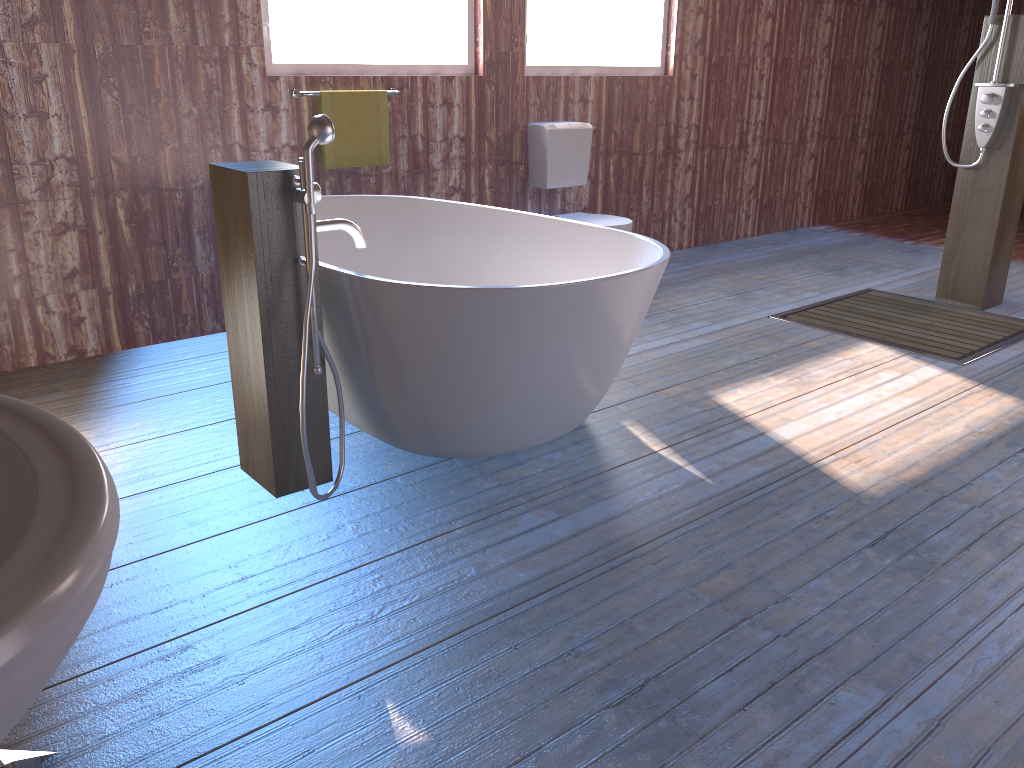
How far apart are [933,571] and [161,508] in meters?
2.1 m

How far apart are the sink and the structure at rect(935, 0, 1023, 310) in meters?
4.8 m

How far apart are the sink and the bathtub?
1.6 meters

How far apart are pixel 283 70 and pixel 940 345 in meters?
3.3

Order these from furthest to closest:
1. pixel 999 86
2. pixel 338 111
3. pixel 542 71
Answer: pixel 542 71, pixel 999 86, pixel 338 111

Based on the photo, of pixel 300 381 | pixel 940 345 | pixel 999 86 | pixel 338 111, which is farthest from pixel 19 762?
pixel 999 86

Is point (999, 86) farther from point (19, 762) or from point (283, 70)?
point (19, 762)

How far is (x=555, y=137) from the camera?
5.0 meters

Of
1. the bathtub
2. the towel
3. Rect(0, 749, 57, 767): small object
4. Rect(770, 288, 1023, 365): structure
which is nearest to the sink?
Rect(0, 749, 57, 767): small object

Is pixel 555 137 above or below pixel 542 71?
below
